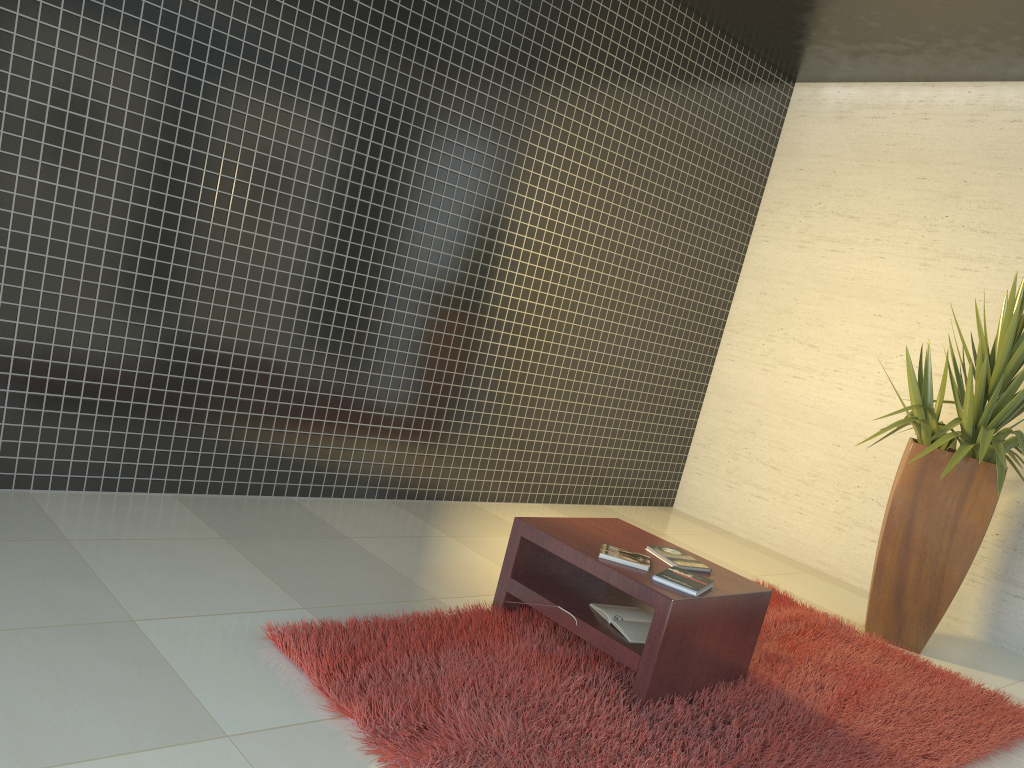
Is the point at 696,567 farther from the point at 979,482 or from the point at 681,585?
the point at 979,482

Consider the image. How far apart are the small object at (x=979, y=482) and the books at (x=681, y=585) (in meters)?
1.78

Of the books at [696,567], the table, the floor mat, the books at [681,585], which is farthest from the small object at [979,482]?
the books at [681,585]

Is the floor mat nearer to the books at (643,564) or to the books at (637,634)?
the books at (637,634)

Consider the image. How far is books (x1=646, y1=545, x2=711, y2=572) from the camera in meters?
3.4

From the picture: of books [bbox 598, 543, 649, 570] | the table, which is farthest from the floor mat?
books [bbox 598, 543, 649, 570]

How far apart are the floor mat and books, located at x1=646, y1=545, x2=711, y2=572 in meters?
0.4

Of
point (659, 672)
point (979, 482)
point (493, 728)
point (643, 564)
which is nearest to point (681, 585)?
point (643, 564)

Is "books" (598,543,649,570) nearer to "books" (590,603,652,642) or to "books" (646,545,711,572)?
"books" (646,545,711,572)

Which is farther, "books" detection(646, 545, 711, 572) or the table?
"books" detection(646, 545, 711, 572)
